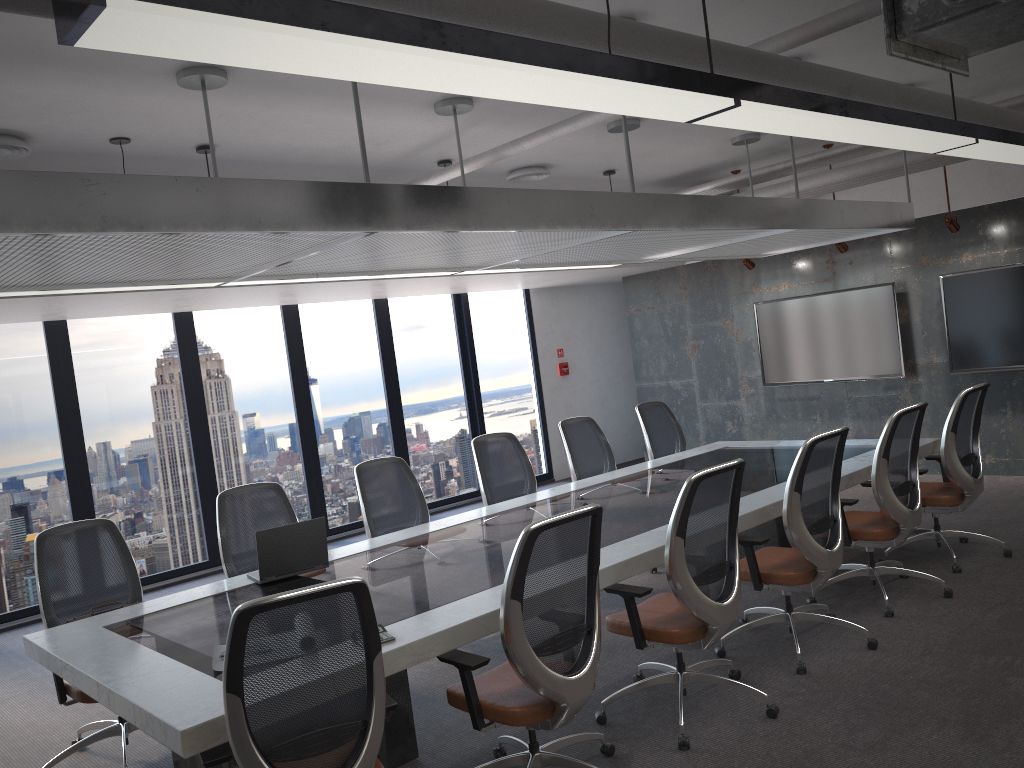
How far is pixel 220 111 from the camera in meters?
5.1 m

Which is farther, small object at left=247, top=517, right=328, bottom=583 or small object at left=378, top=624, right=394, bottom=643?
small object at left=247, top=517, right=328, bottom=583

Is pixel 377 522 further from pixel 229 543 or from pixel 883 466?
pixel 883 466

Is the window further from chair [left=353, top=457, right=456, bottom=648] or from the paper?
the paper

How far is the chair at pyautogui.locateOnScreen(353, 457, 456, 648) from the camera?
5.69m

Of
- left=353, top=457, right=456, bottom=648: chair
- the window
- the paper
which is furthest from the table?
the window

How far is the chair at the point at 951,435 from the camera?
5.7 meters

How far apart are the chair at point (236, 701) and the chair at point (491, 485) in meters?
3.4

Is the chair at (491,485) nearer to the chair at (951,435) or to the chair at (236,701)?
the chair at (951,435)

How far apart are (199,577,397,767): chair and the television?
7.20m
